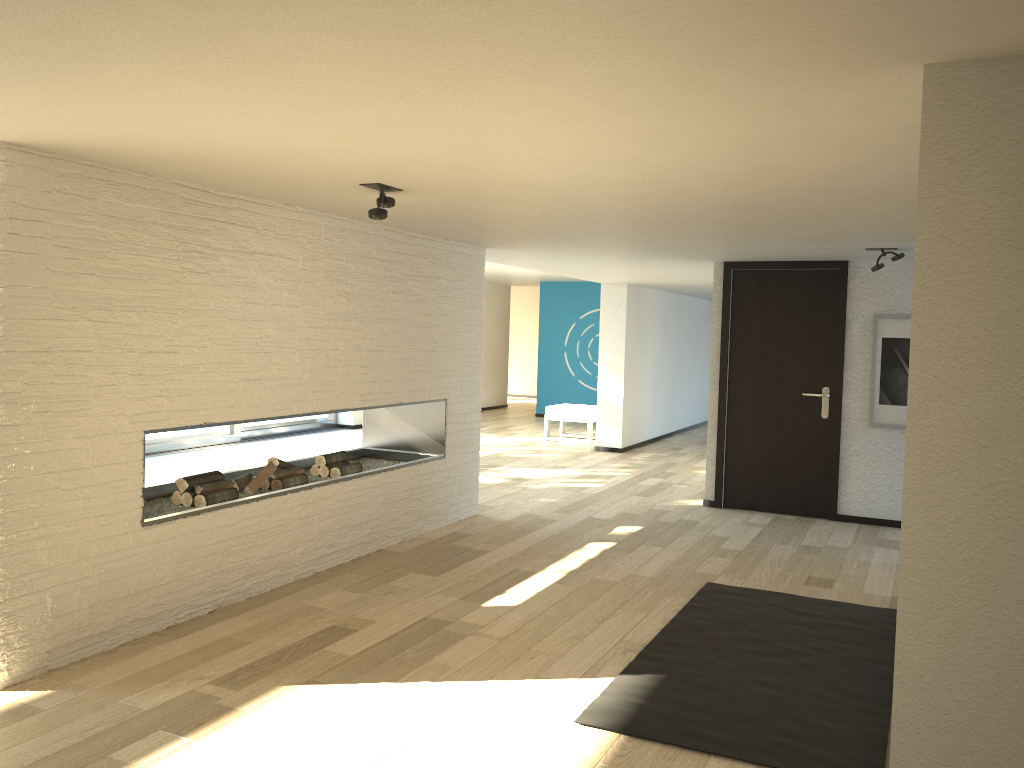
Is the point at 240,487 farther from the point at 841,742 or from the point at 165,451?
the point at 165,451

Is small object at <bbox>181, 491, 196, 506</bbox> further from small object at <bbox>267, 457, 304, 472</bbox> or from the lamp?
the lamp

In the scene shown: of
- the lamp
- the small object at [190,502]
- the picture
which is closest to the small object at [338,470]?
the small object at [190,502]

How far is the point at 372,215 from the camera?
3.8 meters

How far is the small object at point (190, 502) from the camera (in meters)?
4.43

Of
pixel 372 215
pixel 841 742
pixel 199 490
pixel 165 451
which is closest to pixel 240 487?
pixel 199 490

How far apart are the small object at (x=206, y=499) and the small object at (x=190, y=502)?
0.03m

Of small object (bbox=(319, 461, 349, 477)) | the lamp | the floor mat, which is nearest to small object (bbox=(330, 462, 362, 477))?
small object (bbox=(319, 461, 349, 477))

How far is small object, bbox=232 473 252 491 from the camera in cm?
485

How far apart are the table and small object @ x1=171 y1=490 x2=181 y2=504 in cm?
144
